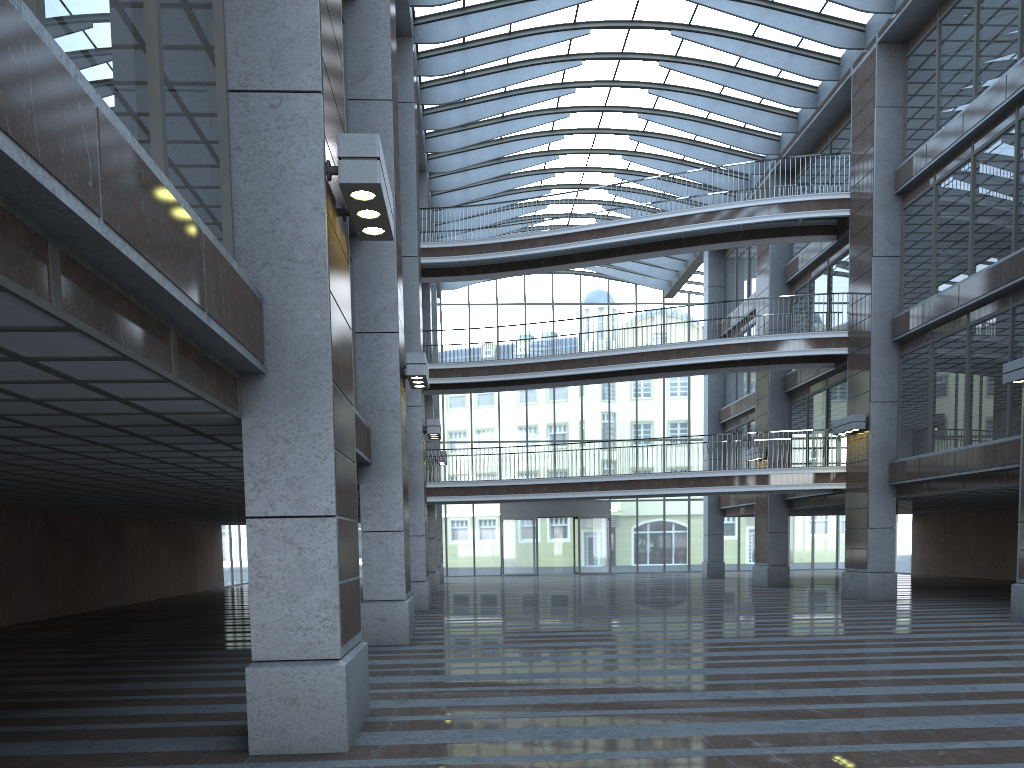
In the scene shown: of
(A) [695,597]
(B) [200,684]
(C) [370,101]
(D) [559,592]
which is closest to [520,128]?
(D) [559,592]
